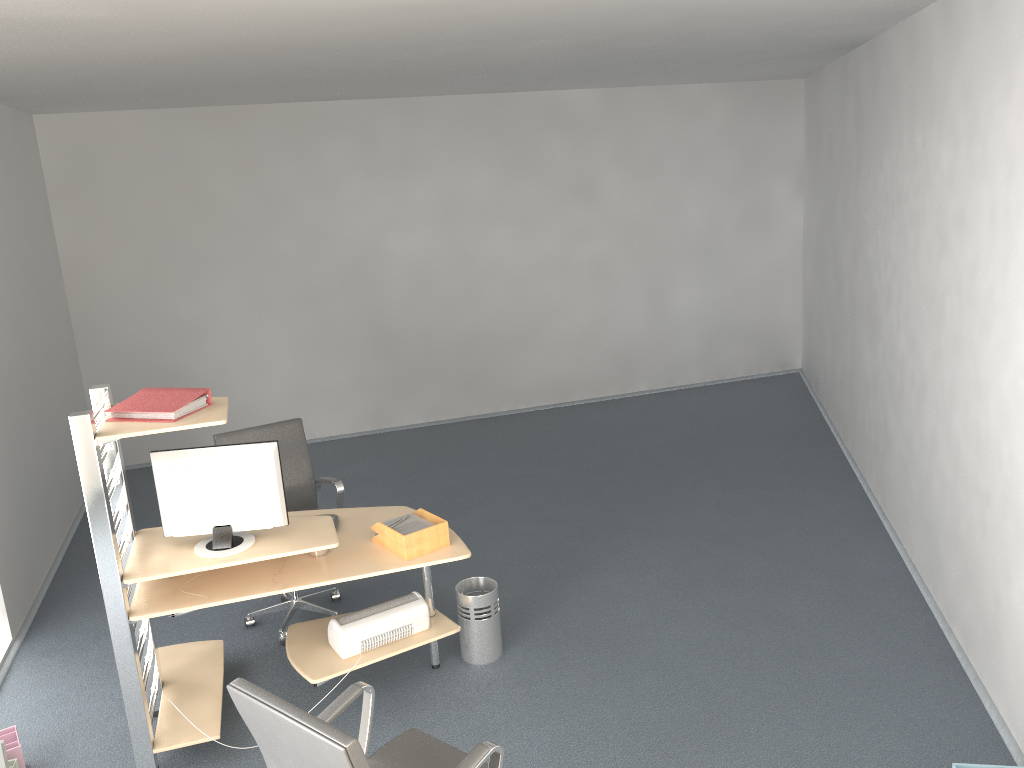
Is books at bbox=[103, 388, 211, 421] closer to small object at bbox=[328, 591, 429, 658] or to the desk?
the desk

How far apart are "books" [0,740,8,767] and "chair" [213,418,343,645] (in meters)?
1.41

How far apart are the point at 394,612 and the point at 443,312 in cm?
459

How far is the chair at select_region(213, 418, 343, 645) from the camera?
4.84m

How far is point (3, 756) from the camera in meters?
3.4 m

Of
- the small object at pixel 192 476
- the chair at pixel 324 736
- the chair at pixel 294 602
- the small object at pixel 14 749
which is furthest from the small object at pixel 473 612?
the small object at pixel 14 749

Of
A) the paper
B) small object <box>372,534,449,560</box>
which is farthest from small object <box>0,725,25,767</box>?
the paper

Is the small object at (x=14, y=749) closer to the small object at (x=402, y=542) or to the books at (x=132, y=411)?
the books at (x=132, y=411)

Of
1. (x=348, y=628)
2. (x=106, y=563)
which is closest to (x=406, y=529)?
(x=348, y=628)

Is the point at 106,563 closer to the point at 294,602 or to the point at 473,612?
the point at 294,602
